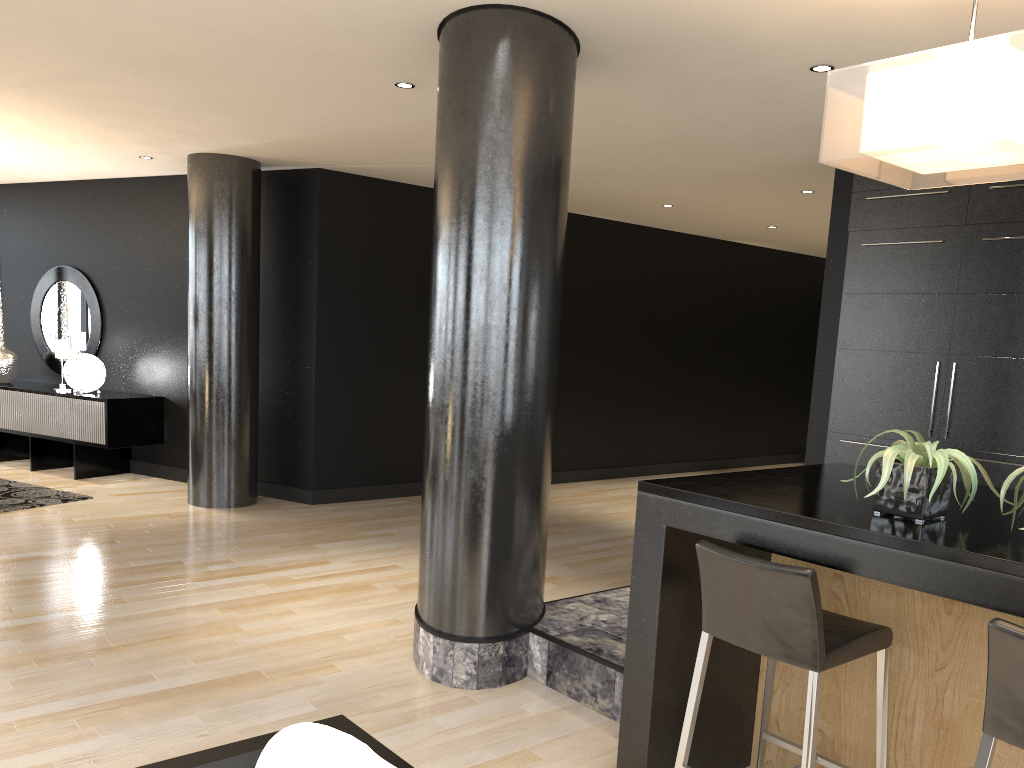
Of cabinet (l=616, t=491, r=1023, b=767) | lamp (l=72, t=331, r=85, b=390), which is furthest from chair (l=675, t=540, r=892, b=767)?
lamp (l=72, t=331, r=85, b=390)

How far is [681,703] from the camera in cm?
281

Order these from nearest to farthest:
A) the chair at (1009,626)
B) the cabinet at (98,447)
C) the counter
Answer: the chair at (1009,626)
the counter
the cabinet at (98,447)

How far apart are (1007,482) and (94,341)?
8.3 meters

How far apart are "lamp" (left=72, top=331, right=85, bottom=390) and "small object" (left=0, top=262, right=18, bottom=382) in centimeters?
93cm

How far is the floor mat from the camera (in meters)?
6.74

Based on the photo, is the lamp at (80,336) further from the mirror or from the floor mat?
the floor mat

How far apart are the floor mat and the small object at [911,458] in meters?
6.3 m

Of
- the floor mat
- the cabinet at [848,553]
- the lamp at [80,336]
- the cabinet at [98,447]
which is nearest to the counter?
the cabinet at [848,553]

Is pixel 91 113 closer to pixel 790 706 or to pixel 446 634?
pixel 446 634
